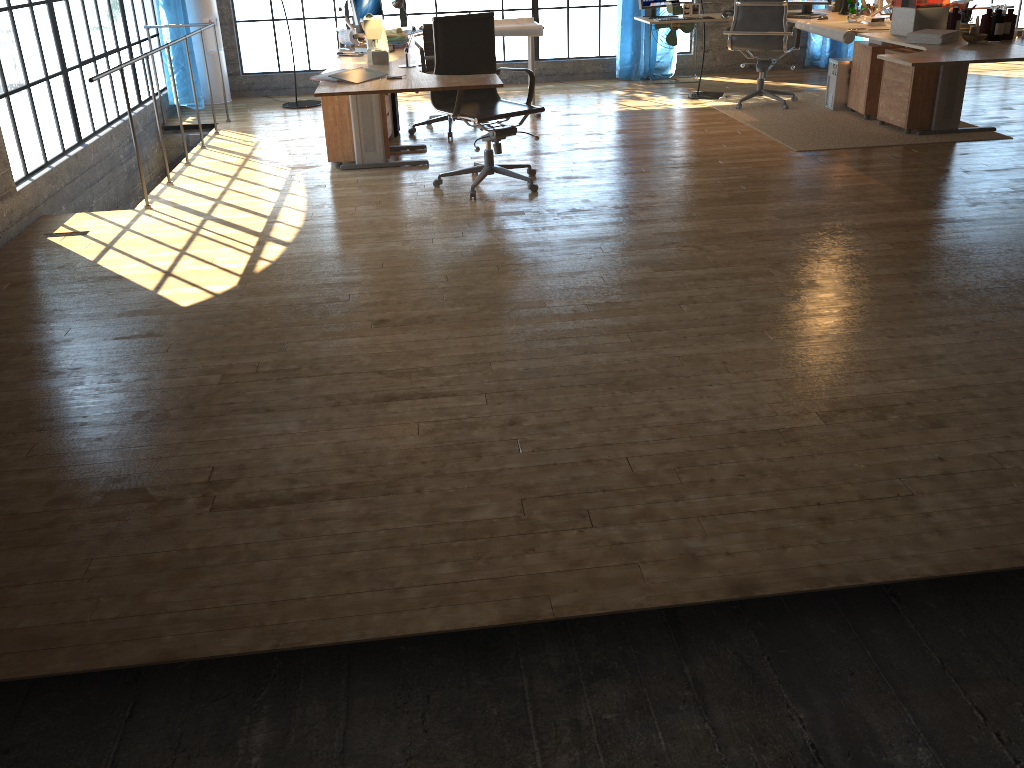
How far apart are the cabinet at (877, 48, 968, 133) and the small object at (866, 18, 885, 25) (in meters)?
0.29

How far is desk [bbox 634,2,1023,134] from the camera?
4.8m

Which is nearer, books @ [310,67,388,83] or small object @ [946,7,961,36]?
books @ [310,67,388,83]

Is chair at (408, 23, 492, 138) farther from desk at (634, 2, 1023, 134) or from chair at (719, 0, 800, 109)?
chair at (719, 0, 800, 109)

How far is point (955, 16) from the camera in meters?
5.5 m

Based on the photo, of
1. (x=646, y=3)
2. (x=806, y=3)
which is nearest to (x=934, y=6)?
(x=806, y=3)

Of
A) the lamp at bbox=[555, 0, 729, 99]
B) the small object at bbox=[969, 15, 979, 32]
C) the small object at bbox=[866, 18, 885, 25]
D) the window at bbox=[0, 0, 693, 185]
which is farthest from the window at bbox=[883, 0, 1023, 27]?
the small object at bbox=[969, 15, 979, 32]

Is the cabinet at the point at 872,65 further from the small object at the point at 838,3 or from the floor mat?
the small object at the point at 838,3

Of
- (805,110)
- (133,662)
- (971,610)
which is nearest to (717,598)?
(971,610)

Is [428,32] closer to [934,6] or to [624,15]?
[624,15]
